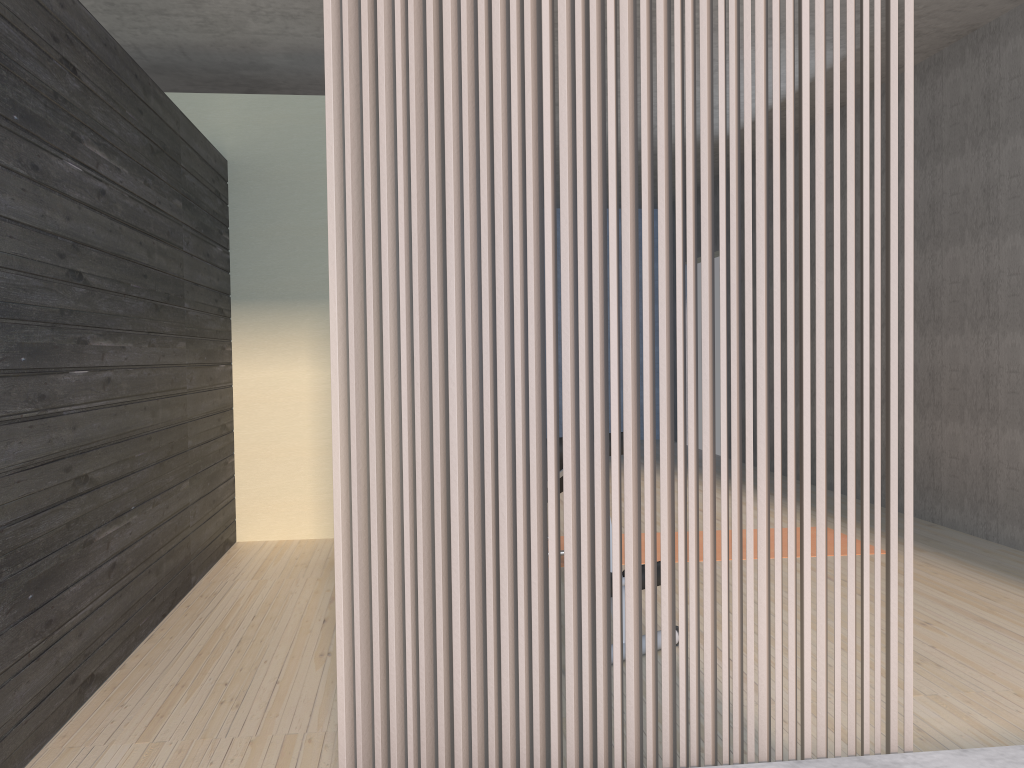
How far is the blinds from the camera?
1.59m

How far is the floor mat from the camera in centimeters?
459cm

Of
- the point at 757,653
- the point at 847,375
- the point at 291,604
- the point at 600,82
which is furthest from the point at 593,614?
the point at 291,604

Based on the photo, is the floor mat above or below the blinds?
below

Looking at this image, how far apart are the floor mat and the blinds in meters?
3.0 m

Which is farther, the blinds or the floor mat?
the floor mat

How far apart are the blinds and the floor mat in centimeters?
296cm

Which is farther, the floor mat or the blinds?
the floor mat

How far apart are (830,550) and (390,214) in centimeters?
372cm
